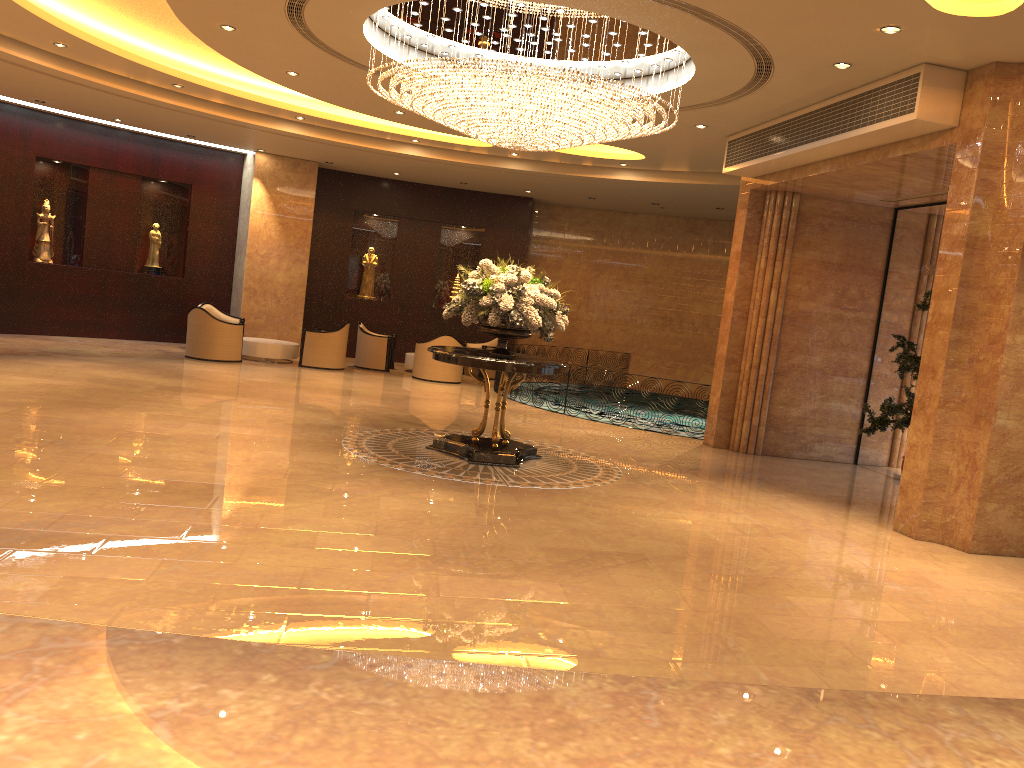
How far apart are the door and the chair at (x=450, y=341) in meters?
8.1

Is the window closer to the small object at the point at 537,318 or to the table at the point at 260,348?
the small object at the point at 537,318

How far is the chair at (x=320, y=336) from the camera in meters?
16.2 m

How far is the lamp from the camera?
8.2m

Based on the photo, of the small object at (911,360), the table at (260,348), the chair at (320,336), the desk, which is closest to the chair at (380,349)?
the chair at (320,336)

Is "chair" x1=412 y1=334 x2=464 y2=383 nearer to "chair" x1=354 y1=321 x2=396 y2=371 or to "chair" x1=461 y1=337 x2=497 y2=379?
"chair" x1=354 y1=321 x2=396 y2=371

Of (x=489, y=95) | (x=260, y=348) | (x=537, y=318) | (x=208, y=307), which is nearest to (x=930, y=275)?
(x=537, y=318)

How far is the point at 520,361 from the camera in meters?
8.8

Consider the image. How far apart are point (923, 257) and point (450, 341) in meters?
8.2 m

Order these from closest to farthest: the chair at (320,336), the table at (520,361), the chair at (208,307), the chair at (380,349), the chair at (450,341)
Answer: the table at (520,361)
the chair at (320,336)
the chair at (450,341)
the chair at (380,349)
the chair at (208,307)
